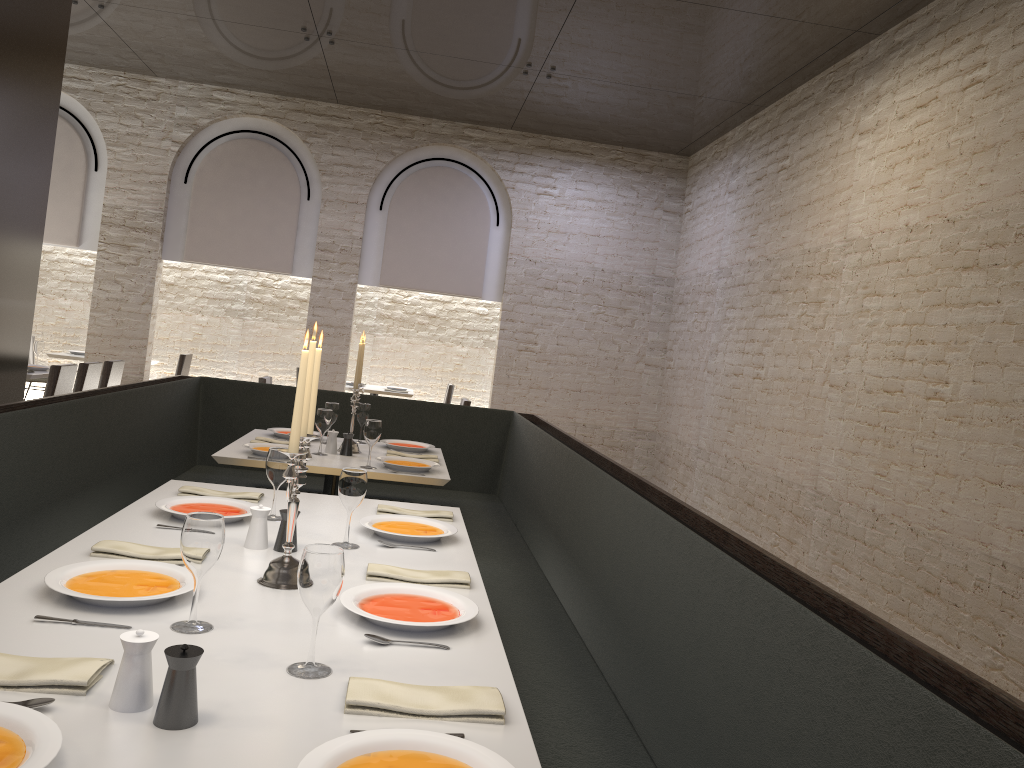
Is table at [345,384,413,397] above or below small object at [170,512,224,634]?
below

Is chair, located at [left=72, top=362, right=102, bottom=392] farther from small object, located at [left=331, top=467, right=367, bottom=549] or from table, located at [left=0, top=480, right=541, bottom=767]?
small object, located at [left=331, top=467, right=367, bottom=549]

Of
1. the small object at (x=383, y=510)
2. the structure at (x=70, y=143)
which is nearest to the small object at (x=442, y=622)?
the small object at (x=383, y=510)

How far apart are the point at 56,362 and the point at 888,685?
11.33m

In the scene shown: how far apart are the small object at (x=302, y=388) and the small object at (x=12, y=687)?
0.6m

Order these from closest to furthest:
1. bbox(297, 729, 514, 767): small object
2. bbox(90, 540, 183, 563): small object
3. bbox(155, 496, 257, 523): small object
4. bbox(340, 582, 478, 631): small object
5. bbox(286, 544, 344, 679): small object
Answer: bbox(297, 729, 514, 767): small object → bbox(286, 544, 344, 679): small object → bbox(340, 582, 478, 631): small object → bbox(90, 540, 183, 563): small object → bbox(155, 496, 257, 523): small object

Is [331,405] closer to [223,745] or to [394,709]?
[394,709]

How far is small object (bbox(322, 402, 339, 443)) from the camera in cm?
491

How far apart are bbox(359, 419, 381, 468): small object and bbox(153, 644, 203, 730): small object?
2.80m

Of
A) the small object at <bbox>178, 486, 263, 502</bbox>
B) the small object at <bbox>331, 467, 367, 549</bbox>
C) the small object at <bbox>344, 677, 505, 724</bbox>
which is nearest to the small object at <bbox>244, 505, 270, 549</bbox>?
the small object at <bbox>331, 467, 367, 549</bbox>
